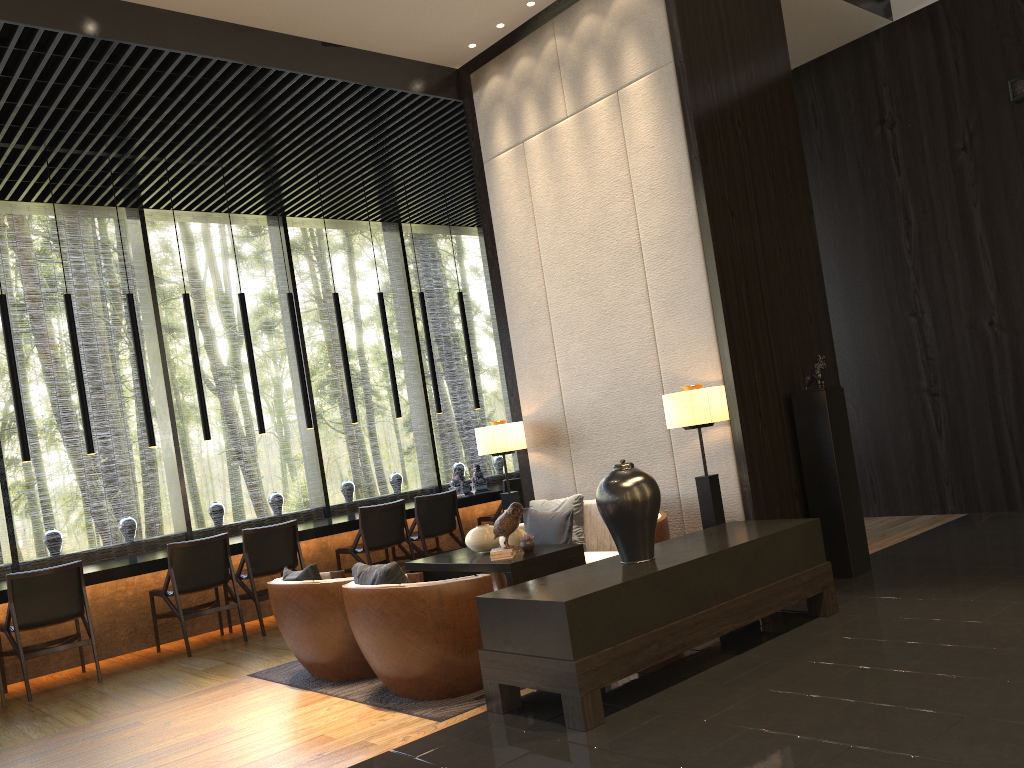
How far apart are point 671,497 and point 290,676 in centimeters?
265cm

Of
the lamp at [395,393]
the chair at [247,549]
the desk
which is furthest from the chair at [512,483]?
the chair at [247,549]

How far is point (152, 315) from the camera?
8.6 meters

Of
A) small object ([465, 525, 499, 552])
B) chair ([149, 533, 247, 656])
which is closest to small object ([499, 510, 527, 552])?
small object ([465, 525, 499, 552])

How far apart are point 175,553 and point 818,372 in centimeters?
465cm

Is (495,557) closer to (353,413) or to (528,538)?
(528,538)

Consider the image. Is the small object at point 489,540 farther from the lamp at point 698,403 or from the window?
the window

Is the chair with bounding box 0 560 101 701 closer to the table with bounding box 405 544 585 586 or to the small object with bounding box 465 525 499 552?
the table with bounding box 405 544 585 586

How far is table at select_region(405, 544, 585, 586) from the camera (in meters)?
4.84

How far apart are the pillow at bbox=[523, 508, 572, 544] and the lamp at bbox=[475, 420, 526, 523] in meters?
0.5
